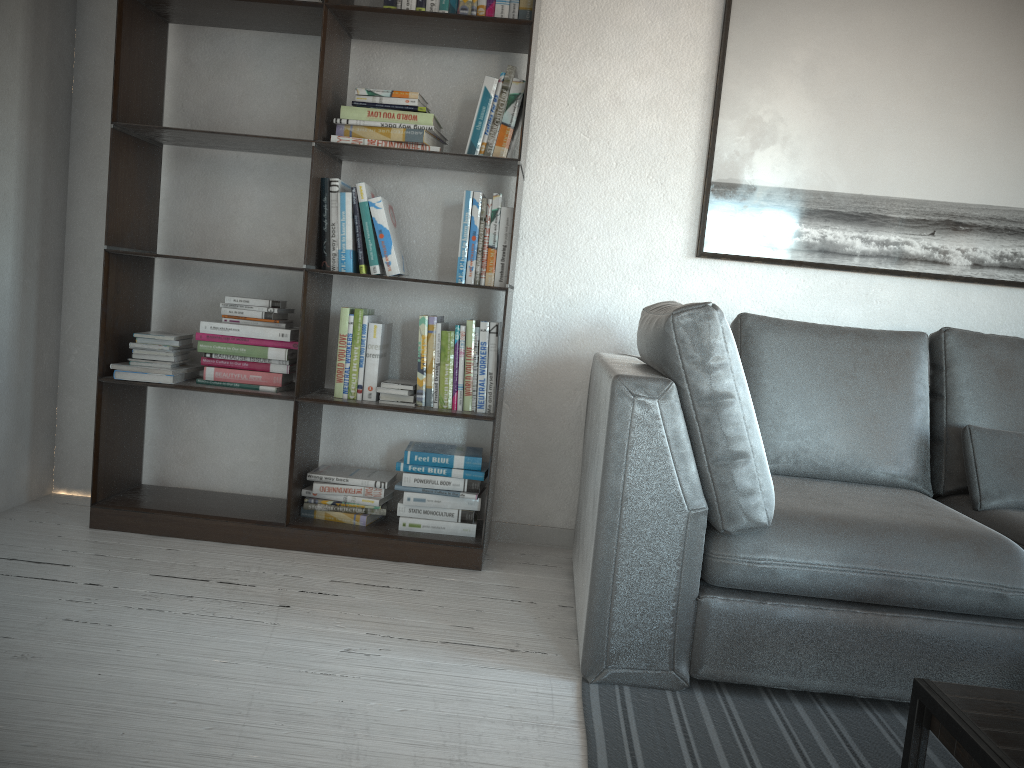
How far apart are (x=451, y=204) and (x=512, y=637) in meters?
1.5

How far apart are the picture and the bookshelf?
0.66m

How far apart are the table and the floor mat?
0.4m

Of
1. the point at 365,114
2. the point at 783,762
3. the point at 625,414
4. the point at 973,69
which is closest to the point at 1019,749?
the point at 783,762

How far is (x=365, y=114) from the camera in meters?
2.8

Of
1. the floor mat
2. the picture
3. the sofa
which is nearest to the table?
the floor mat

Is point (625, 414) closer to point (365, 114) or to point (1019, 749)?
point (1019, 749)

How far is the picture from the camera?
2.9m

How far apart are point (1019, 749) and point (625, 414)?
0.99m

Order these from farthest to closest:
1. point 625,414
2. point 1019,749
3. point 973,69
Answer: point 973,69 → point 625,414 → point 1019,749
